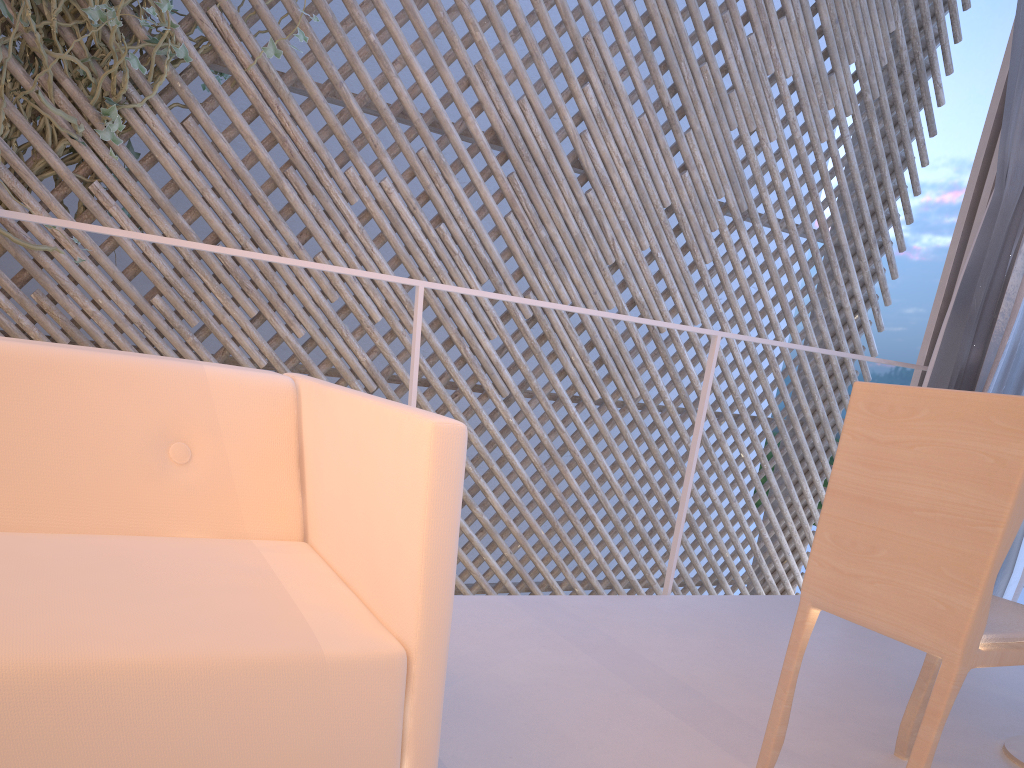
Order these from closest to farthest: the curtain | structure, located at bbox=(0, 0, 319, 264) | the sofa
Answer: the sofa < the curtain < structure, located at bbox=(0, 0, 319, 264)

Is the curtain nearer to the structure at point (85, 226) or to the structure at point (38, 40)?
the structure at point (85, 226)

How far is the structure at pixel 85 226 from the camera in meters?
1.2

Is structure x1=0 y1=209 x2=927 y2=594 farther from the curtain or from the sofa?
the curtain

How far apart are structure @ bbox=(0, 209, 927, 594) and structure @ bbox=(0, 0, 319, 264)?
1.30m

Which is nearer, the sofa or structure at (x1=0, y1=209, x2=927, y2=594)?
the sofa

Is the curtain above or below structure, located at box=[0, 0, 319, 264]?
below

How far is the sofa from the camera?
0.46m

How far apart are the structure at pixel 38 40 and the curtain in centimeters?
216cm

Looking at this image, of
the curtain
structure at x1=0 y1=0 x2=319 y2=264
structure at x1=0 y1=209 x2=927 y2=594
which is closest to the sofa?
structure at x1=0 y1=209 x2=927 y2=594
